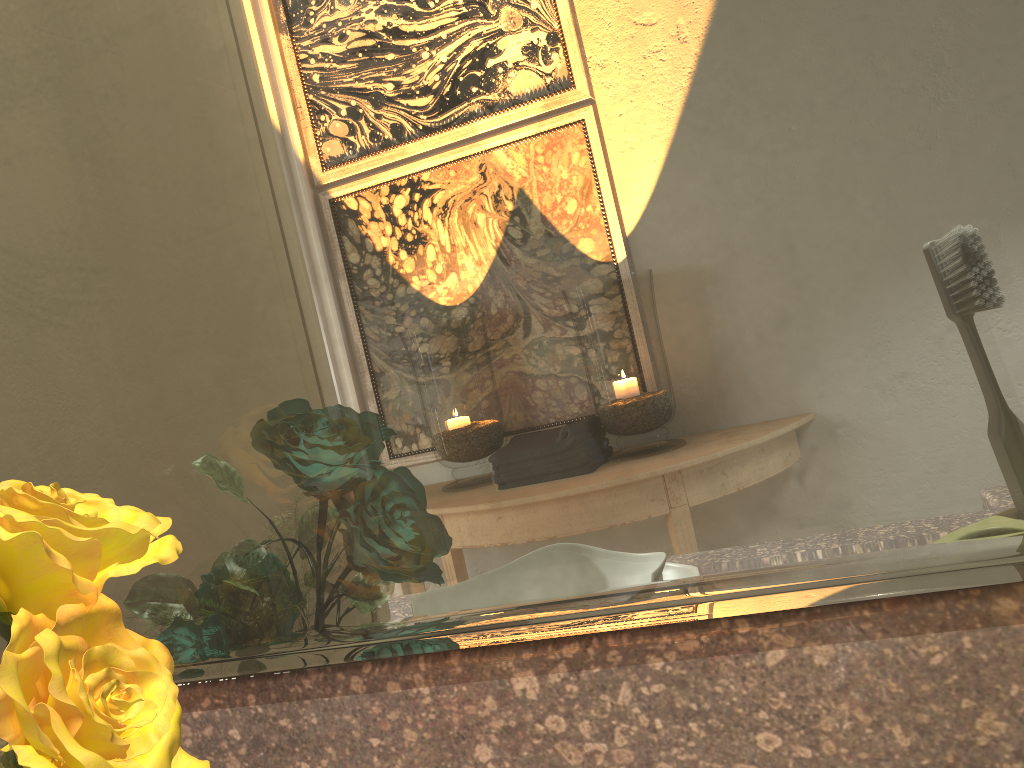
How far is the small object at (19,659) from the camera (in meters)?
0.17

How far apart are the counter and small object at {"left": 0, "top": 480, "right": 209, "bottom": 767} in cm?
6

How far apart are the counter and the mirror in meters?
0.0 m

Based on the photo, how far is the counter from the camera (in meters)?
0.20

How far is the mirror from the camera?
0.2m

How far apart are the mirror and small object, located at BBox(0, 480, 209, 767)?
0.03m

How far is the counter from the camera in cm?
20

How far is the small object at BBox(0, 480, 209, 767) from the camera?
0.17m

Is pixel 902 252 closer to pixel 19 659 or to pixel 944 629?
pixel 944 629
